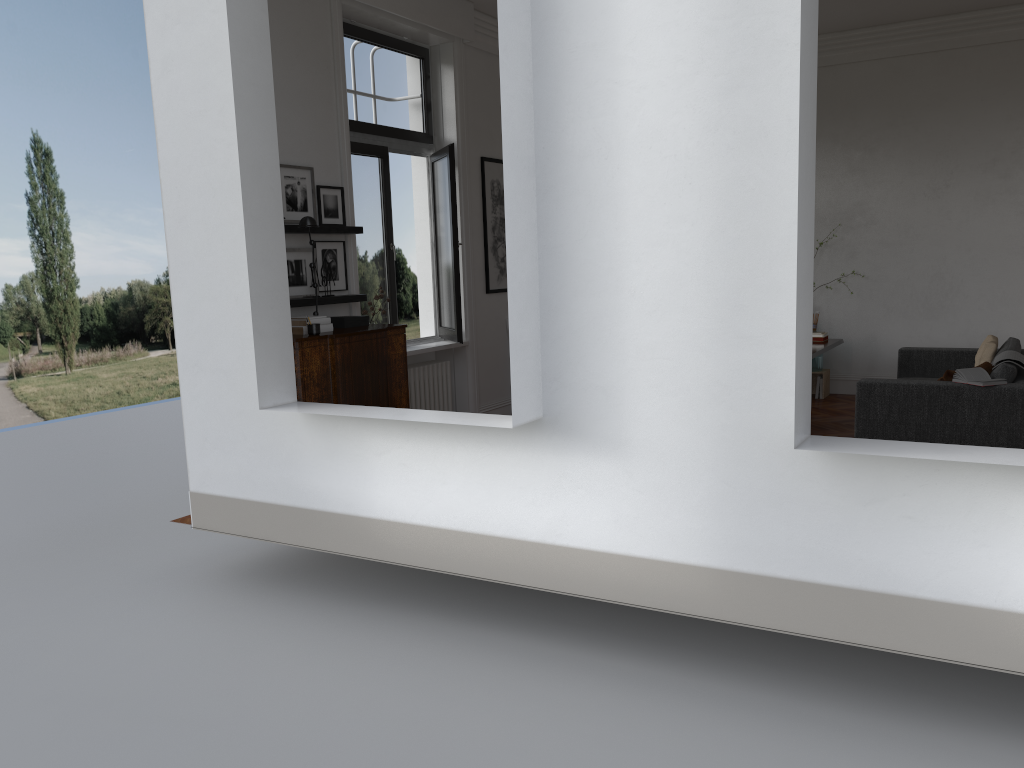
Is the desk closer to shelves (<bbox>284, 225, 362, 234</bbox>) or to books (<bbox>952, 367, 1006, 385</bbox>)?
books (<bbox>952, 367, 1006, 385</bbox>)

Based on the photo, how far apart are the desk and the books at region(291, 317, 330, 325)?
4.3 meters

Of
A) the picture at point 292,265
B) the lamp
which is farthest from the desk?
the lamp

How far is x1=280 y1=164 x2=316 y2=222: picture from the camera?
6.41m

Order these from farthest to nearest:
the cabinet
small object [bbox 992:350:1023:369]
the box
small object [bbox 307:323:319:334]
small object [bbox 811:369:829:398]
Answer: small object [bbox 811:369:829:398] < small object [bbox 992:350:1023:369] < the box < small object [bbox 307:323:319:334] < the cabinet

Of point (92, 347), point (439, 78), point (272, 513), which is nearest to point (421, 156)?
point (439, 78)

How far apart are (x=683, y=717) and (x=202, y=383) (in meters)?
3.50

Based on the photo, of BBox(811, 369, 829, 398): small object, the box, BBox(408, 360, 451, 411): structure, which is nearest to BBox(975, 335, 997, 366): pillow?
BBox(811, 369, 829, 398): small object

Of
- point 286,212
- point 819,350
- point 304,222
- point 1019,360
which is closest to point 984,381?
point 1019,360

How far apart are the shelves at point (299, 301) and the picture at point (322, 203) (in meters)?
0.59
